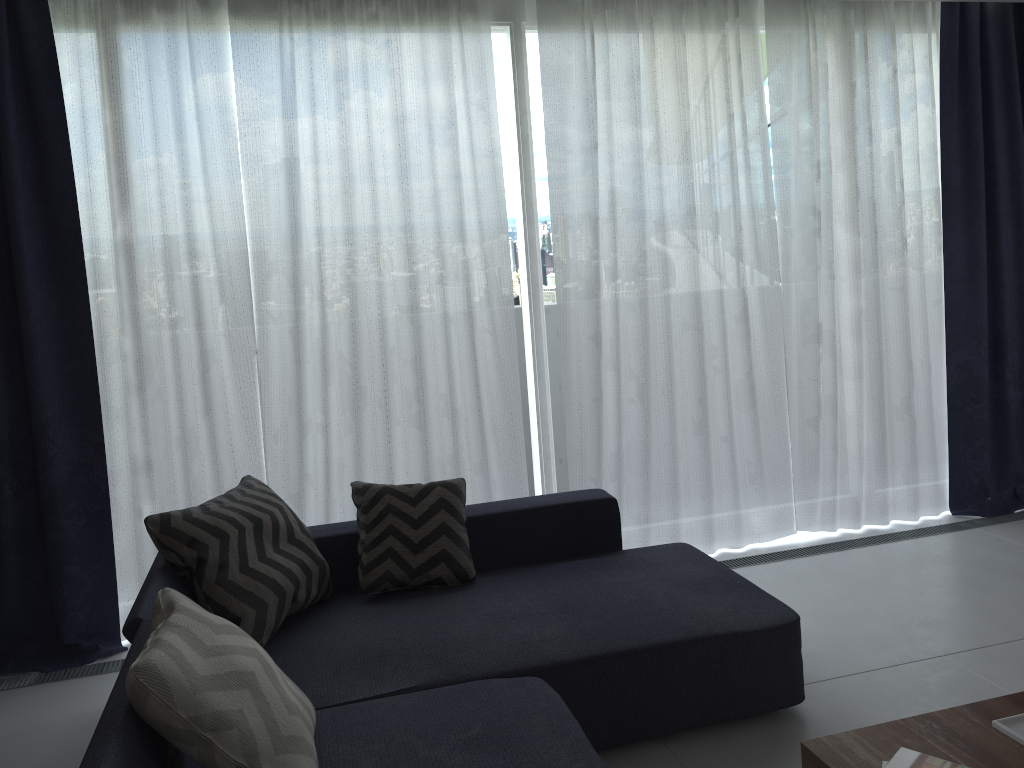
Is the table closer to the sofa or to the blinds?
the sofa

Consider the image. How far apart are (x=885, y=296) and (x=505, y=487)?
2.1 meters

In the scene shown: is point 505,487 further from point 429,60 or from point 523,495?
point 429,60

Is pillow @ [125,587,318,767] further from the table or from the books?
the books

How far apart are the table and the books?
0.0 meters

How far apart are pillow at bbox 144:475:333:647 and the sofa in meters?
0.0

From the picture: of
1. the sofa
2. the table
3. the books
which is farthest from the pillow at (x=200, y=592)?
the books

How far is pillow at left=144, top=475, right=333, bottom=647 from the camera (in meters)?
2.59

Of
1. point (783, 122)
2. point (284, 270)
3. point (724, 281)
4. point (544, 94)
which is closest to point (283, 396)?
point (284, 270)

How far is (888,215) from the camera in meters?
4.3
